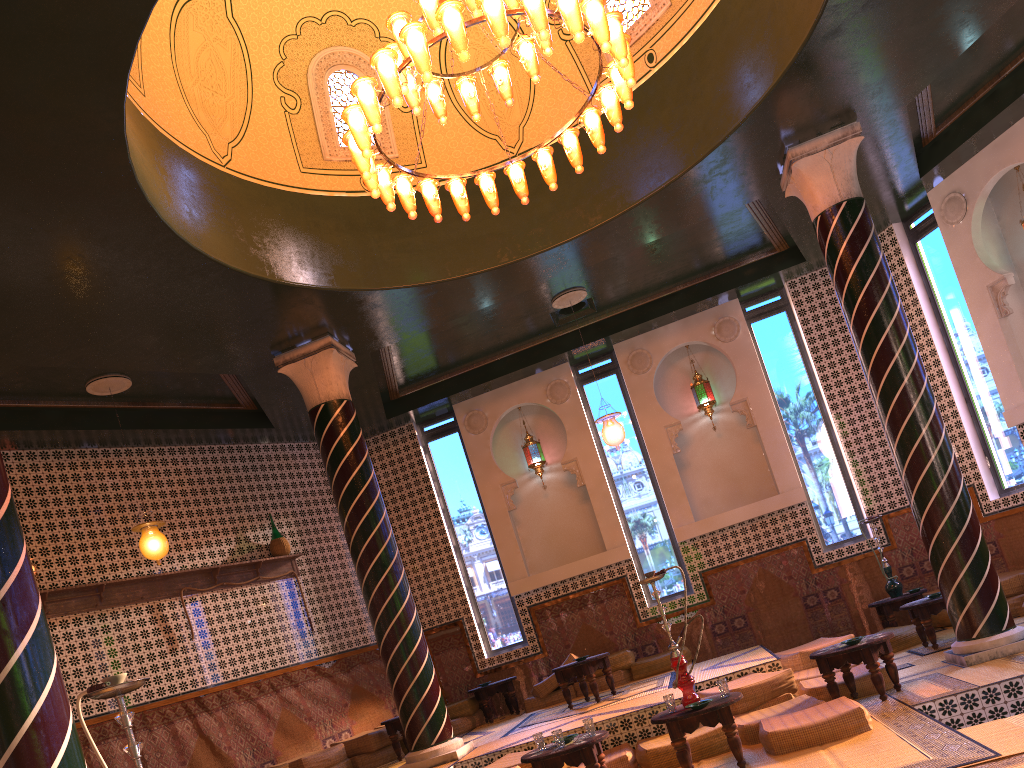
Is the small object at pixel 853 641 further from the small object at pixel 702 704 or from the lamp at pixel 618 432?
the lamp at pixel 618 432

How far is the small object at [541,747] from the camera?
7.4 meters

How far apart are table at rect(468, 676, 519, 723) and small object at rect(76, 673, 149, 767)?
9.58m

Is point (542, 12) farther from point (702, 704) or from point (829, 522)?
Result: point (829, 522)

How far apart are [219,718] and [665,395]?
8.5 meters

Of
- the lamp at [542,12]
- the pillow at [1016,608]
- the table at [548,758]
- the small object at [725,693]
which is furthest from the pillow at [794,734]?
the lamp at [542,12]

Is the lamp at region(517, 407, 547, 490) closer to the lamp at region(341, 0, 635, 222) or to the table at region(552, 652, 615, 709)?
the table at region(552, 652, 615, 709)

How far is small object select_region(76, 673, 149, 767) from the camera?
3.9m

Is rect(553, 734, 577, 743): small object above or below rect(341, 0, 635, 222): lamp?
below

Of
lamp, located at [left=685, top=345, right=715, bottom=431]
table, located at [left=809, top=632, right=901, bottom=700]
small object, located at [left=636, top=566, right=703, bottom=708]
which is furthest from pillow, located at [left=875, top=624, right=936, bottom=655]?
small object, located at [left=636, top=566, right=703, bottom=708]
